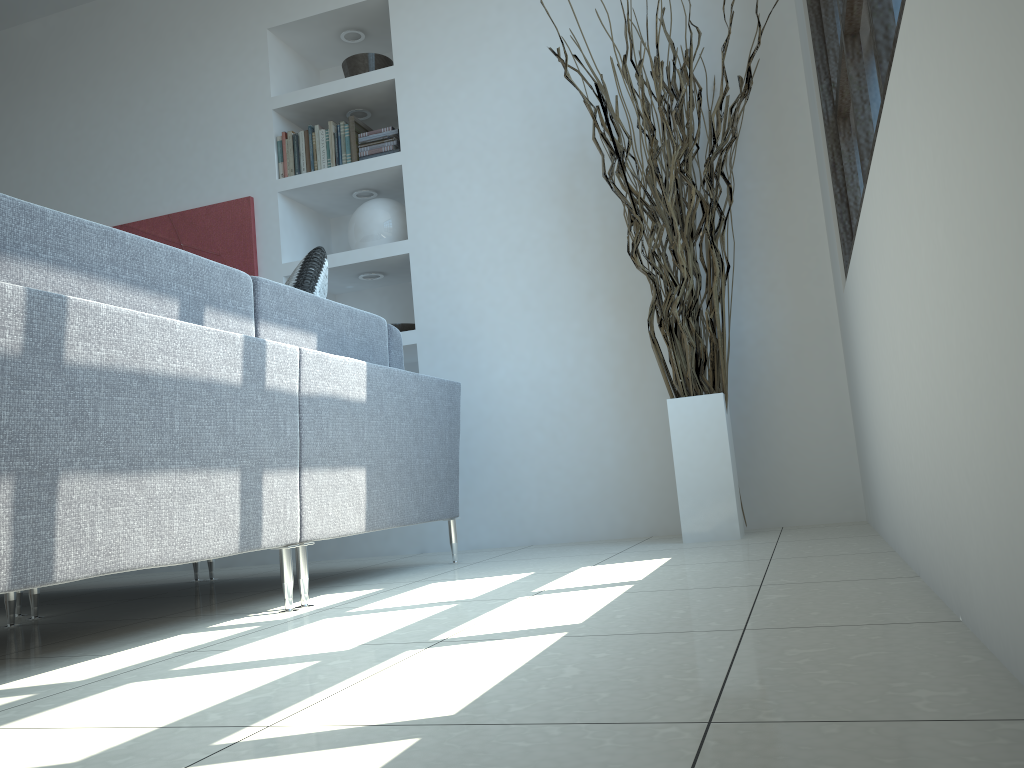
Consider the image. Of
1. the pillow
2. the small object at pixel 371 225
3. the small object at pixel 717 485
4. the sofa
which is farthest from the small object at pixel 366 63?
the pillow

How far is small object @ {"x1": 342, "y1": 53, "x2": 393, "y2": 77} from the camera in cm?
422

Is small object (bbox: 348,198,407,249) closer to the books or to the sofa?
the books

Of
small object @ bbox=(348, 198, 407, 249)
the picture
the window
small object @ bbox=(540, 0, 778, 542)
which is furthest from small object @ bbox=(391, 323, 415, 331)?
the window

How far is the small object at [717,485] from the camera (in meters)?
3.04

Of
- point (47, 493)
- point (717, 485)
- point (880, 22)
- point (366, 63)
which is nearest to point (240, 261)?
point (366, 63)

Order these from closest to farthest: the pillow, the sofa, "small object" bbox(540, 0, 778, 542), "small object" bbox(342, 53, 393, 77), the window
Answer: the sofa < the window < the pillow < "small object" bbox(540, 0, 778, 542) < "small object" bbox(342, 53, 393, 77)

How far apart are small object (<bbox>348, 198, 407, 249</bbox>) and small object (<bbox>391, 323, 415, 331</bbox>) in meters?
0.4

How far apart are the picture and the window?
2.6 meters

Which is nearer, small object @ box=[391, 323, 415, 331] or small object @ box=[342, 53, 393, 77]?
small object @ box=[391, 323, 415, 331]
